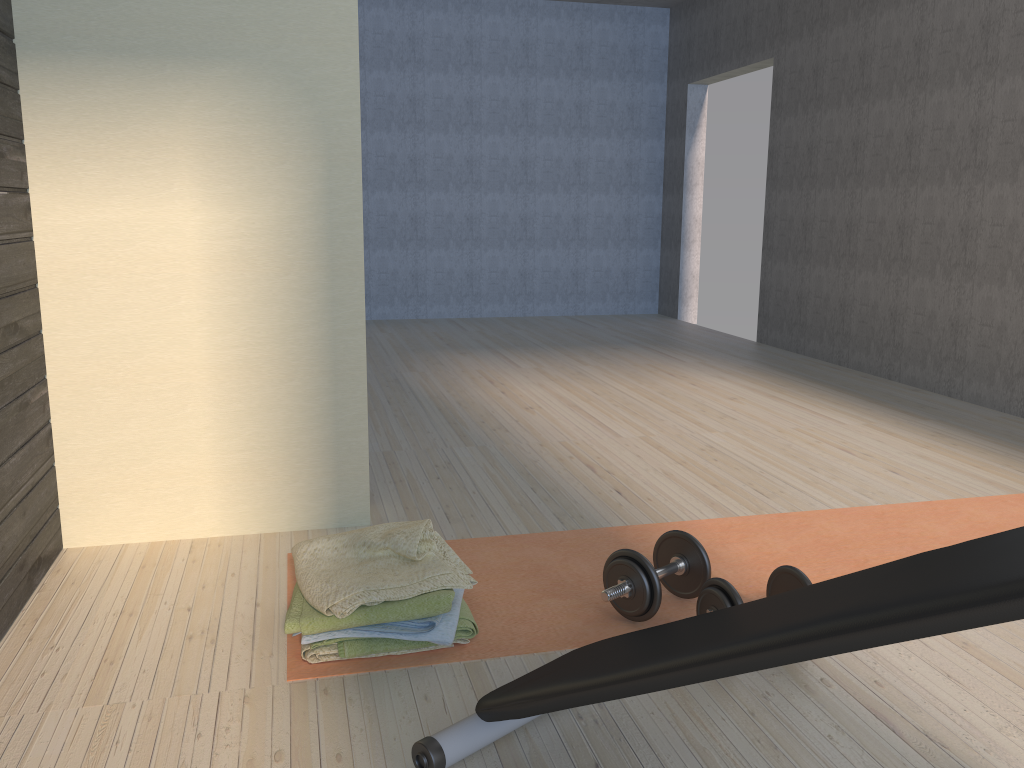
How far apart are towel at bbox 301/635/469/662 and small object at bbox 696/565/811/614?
0.8m

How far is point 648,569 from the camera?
2.1 meters

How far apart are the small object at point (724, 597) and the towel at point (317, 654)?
0.8m

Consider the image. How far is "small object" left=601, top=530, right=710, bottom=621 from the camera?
2.1m

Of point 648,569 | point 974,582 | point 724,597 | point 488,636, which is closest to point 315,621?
point 488,636

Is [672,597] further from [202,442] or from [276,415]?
[202,442]

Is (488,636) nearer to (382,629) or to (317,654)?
(382,629)

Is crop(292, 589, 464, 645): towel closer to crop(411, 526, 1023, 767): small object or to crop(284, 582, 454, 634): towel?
crop(284, 582, 454, 634): towel

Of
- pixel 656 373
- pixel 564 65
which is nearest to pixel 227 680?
pixel 656 373

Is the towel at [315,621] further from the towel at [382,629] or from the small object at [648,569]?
the small object at [648,569]
